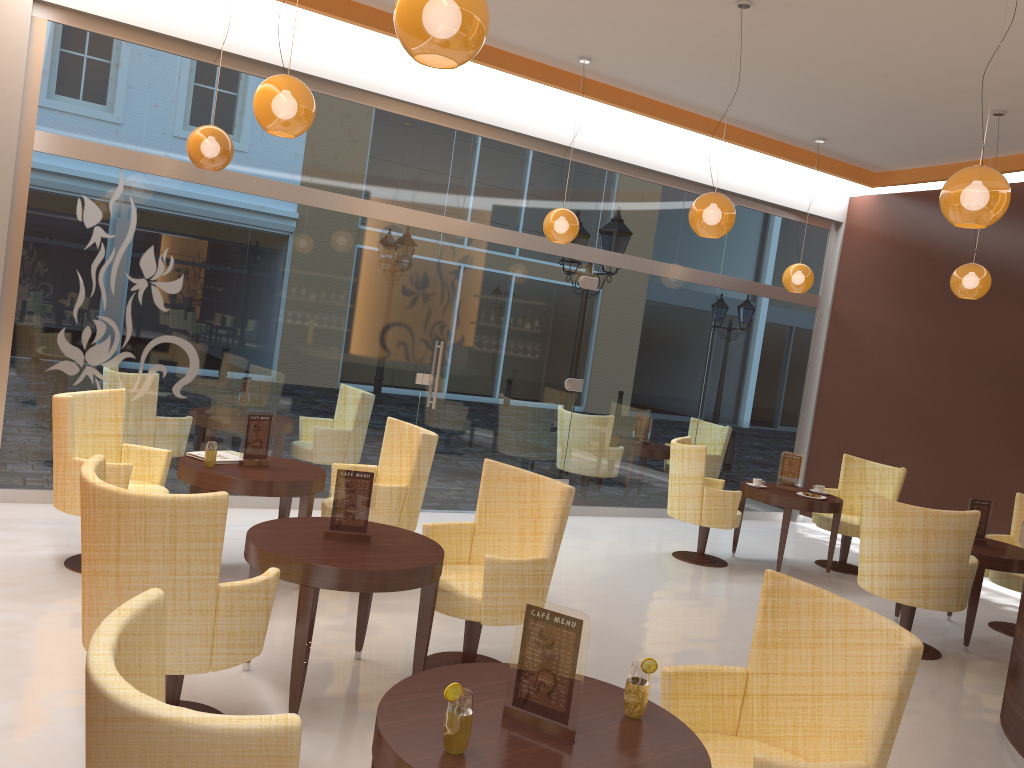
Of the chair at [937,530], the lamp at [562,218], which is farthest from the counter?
the lamp at [562,218]

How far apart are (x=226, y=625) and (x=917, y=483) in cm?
784

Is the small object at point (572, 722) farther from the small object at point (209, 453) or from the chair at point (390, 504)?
the small object at point (209, 453)

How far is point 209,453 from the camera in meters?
5.2

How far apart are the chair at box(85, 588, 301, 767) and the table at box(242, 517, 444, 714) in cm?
156

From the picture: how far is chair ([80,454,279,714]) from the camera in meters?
3.0 m

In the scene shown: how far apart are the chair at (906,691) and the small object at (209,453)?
3.24m

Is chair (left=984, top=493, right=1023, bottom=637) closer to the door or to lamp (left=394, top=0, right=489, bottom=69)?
the door

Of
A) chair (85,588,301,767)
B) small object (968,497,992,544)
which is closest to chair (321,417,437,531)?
chair (85,588,301,767)

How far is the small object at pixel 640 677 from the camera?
2.45m
